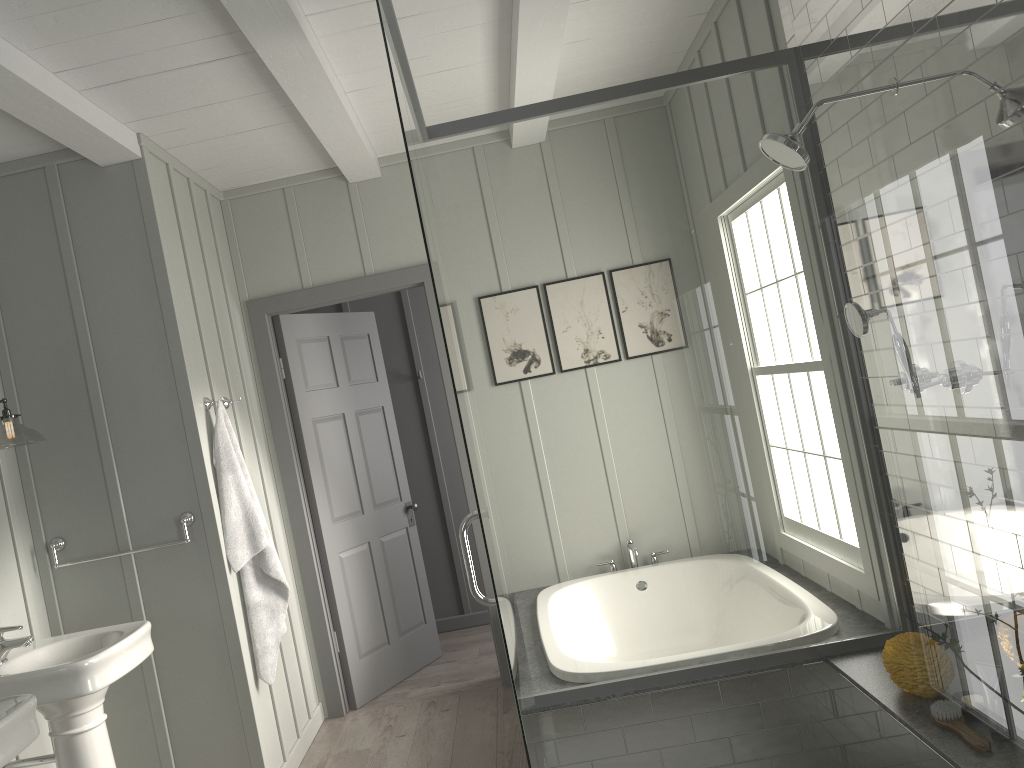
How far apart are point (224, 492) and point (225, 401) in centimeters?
50cm

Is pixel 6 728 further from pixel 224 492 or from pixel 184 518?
pixel 224 492

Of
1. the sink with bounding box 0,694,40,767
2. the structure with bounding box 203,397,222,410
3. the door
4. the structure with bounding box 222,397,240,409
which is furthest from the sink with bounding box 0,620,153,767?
the door

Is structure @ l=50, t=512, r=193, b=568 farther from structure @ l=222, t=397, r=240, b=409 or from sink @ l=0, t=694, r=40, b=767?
sink @ l=0, t=694, r=40, b=767

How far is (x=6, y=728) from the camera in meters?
2.2 m

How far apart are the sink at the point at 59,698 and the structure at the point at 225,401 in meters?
1.1

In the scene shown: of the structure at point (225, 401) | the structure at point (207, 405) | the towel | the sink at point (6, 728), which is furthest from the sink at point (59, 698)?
the structure at point (225, 401)

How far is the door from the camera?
4.49m

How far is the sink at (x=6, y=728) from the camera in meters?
2.2

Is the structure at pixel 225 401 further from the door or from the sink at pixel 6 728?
the sink at pixel 6 728
